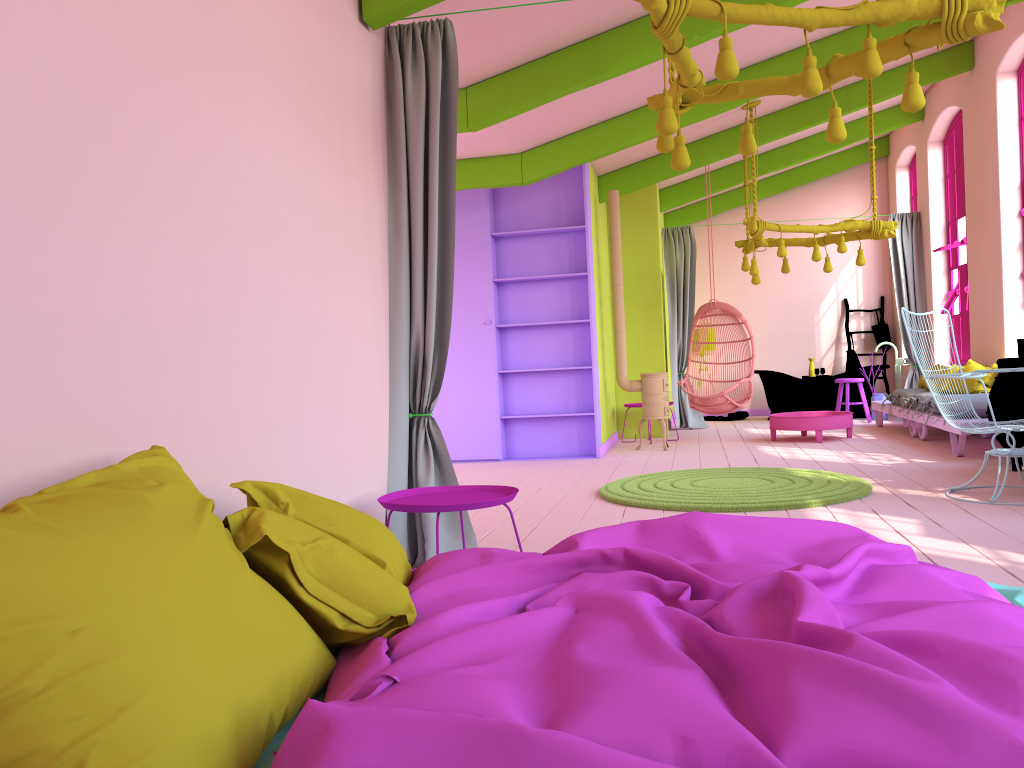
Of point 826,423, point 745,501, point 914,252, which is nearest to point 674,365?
point 826,423

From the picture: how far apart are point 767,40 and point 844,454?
3.7m

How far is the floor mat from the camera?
5.6m

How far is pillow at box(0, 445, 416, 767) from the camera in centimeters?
139cm

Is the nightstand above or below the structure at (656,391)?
below

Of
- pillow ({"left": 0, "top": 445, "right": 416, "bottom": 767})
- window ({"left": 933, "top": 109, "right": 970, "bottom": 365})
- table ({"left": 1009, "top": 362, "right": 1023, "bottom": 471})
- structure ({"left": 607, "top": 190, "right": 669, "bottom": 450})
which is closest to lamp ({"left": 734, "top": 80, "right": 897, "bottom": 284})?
structure ({"left": 607, "top": 190, "right": 669, "bottom": 450})

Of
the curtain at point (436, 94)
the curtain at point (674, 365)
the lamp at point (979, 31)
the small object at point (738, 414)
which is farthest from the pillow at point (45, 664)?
the small object at point (738, 414)

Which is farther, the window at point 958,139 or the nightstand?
the window at point 958,139

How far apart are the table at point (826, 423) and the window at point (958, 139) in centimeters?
199cm

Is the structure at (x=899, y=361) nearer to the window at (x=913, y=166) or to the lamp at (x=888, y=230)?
the window at (x=913, y=166)
